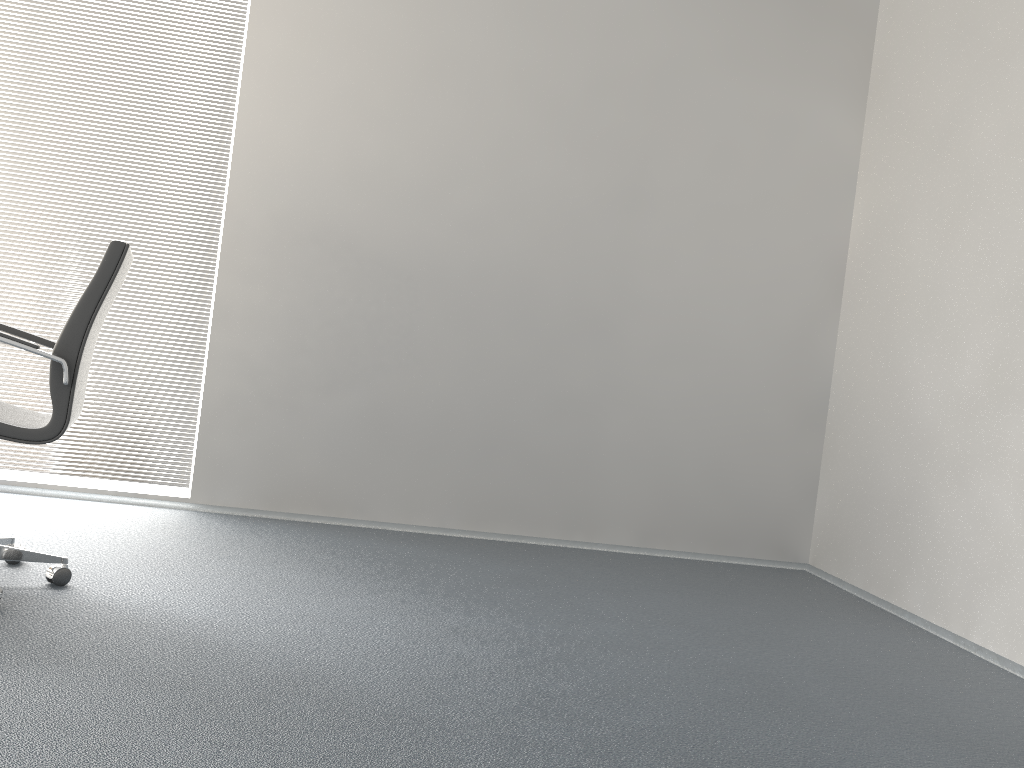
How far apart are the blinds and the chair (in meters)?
1.30

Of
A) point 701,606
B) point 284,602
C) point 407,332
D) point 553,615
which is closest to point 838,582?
point 701,606

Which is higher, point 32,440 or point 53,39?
point 53,39

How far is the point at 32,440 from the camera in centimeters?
245cm

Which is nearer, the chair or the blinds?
the chair

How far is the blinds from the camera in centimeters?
408cm

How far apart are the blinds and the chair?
1.30m

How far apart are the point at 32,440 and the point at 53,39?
2.51m

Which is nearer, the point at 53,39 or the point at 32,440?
the point at 32,440
